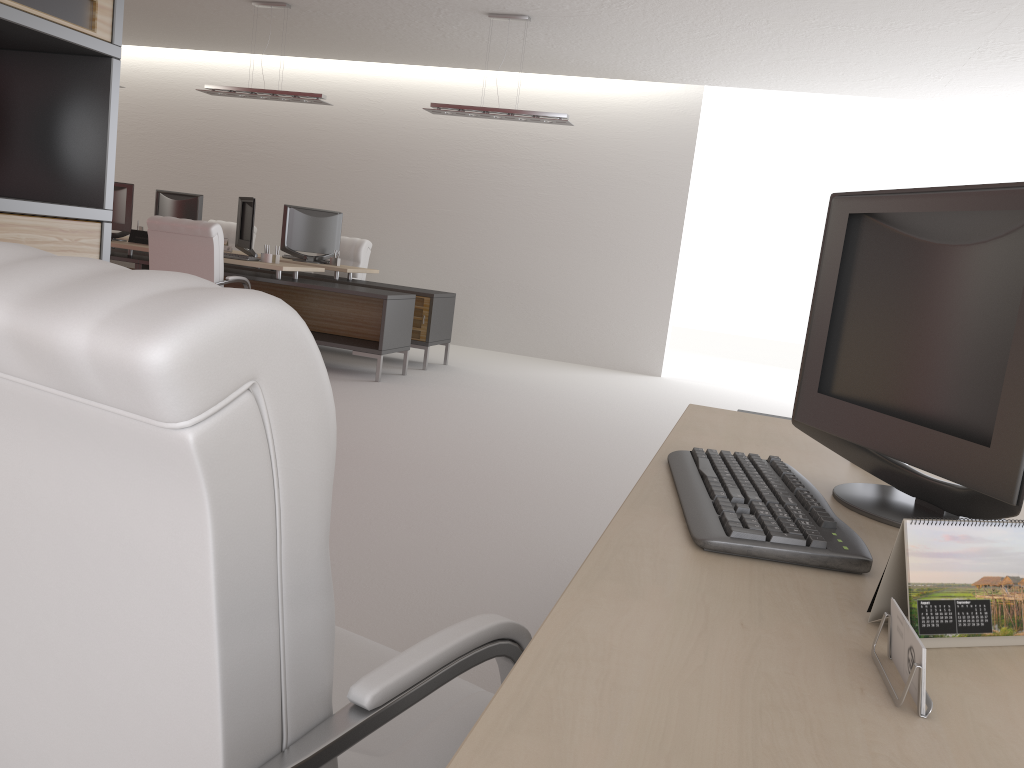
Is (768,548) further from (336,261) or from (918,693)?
(336,261)

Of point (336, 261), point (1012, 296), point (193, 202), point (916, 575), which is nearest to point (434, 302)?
point (336, 261)

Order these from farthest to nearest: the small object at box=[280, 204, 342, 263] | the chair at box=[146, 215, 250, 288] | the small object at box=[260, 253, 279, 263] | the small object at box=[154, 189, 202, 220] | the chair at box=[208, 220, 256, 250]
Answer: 1. the chair at box=[208, 220, 256, 250]
2. the small object at box=[154, 189, 202, 220]
3. the small object at box=[280, 204, 342, 263]
4. the small object at box=[260, 253, 279, 263]
5. the chair at box=[146, 215, 250, 288]

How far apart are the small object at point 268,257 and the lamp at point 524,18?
2.7 meters

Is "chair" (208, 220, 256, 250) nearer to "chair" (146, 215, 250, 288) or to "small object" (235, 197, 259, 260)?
"small object" (235, 197, 259, 260)

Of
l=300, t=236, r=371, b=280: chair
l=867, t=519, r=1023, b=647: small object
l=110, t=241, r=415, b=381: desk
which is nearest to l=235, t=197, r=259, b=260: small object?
l=110, t=241, r=415, b=381: desk

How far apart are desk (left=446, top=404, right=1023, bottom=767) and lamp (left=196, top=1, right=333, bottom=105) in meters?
9.5 m

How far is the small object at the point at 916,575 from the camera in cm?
134

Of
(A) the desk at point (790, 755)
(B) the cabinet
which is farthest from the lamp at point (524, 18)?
(A) the desk at point (790, 755)

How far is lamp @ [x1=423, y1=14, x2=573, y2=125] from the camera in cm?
1077
